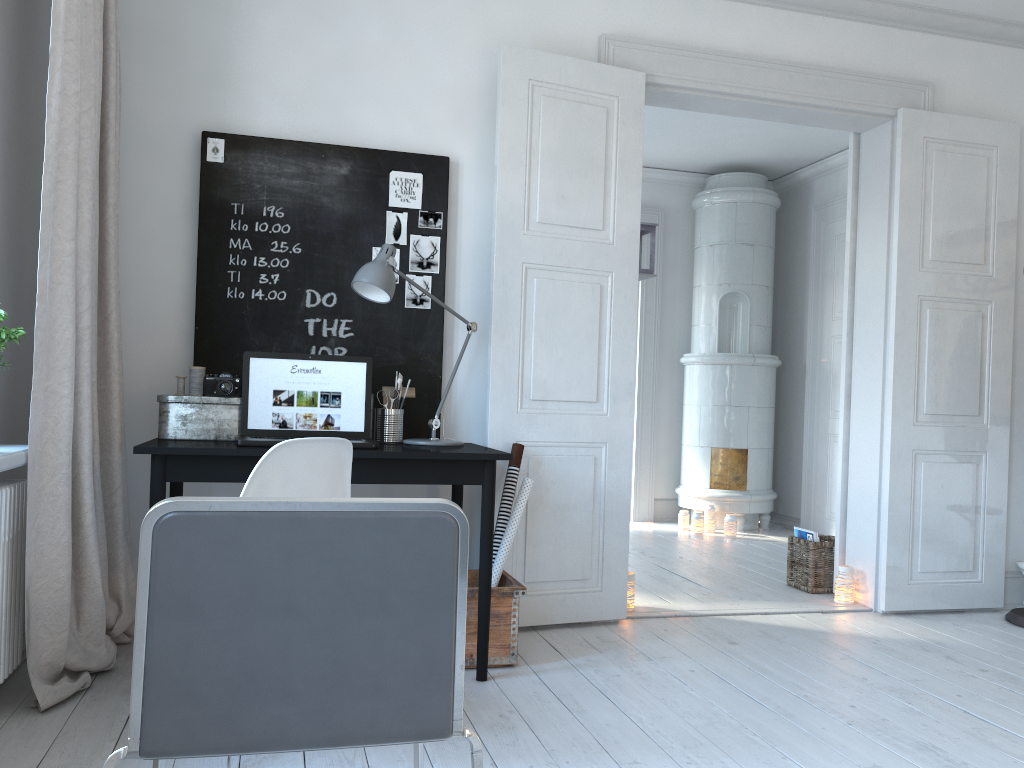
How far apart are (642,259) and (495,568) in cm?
267

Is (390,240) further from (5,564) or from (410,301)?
(5,564)

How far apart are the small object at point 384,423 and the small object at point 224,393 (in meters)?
0.50

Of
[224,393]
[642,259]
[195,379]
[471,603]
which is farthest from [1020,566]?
[195,379]

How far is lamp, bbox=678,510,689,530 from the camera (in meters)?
6.60

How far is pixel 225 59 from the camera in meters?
3.4 m

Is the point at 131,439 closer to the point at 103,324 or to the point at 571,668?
the point at 103,324

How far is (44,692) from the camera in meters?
2.5 m

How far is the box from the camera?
3.02m

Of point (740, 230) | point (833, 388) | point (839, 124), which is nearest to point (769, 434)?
point (833, 388)
